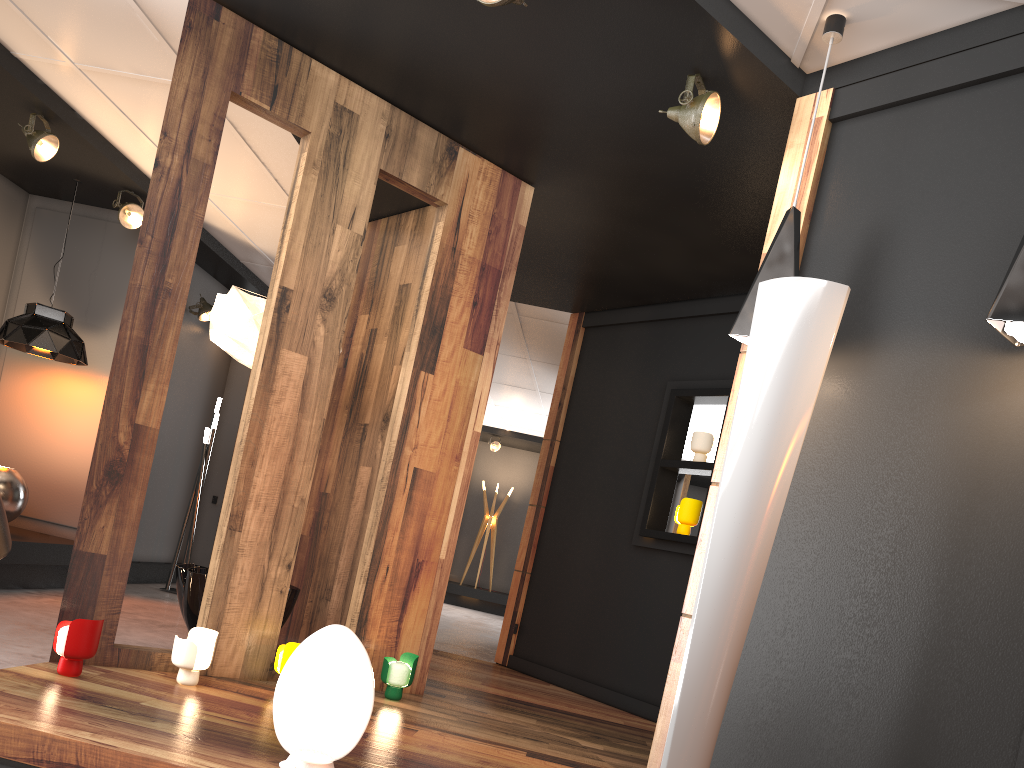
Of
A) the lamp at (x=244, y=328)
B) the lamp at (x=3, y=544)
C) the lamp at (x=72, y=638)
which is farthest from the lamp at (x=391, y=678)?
the lamp at (x=3, y=544)

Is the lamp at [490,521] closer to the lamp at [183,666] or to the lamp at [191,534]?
the lamp at [191,534]

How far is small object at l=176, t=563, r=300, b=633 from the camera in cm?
445

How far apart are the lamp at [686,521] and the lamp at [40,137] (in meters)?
4.58

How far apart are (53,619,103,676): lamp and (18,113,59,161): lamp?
3.3 meters

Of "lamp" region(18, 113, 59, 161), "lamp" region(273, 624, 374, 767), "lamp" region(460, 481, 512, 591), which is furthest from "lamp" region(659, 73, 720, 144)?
"lamp" region(460, 481, 512, 591)

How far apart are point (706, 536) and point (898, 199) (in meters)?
1.41

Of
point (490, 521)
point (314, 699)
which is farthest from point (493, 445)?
point (314, 699)

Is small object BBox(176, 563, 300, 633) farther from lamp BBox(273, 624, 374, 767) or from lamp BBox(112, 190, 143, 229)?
lamp BBox(112, 190, 143, 229)

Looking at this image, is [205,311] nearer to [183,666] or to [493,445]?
[183,666]
